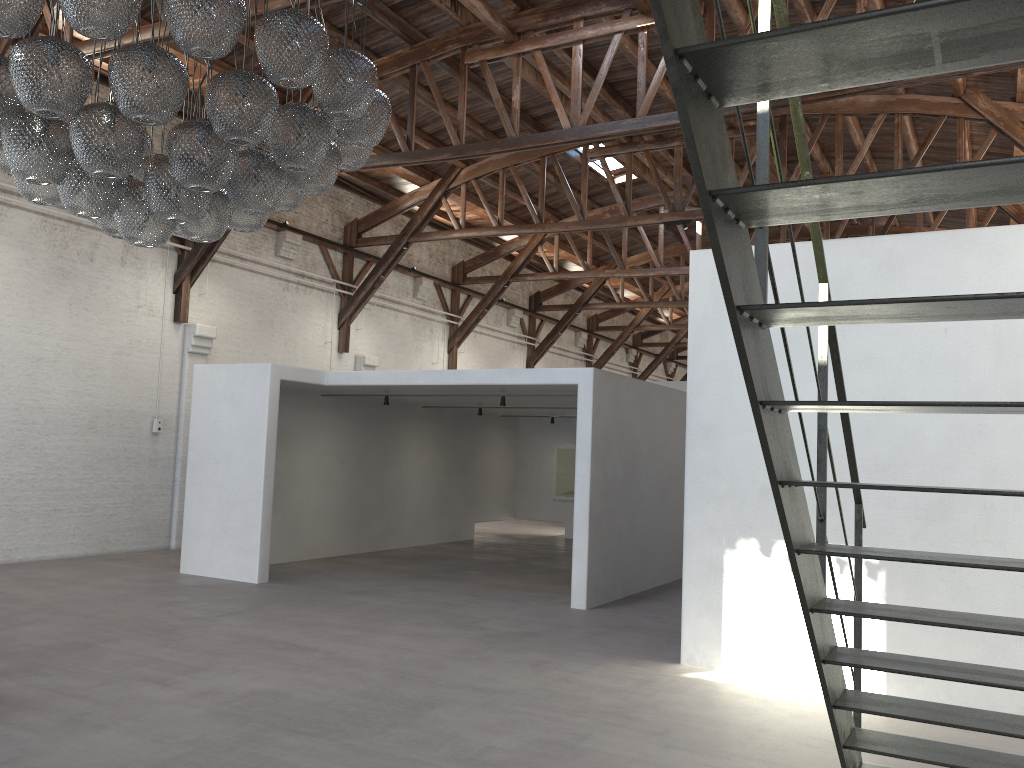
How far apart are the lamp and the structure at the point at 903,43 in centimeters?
256cm

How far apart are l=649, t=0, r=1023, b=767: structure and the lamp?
2.56m

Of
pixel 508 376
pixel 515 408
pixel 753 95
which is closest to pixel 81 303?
pixel 508 376

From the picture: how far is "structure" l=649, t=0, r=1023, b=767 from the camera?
1.5 meters

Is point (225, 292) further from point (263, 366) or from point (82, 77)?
point (82, 77)

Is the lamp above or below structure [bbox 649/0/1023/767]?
above

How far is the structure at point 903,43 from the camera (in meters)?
1.51

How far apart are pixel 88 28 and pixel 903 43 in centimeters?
378cm

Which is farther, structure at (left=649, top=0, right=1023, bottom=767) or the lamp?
the lamp

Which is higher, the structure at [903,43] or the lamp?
the lamp
